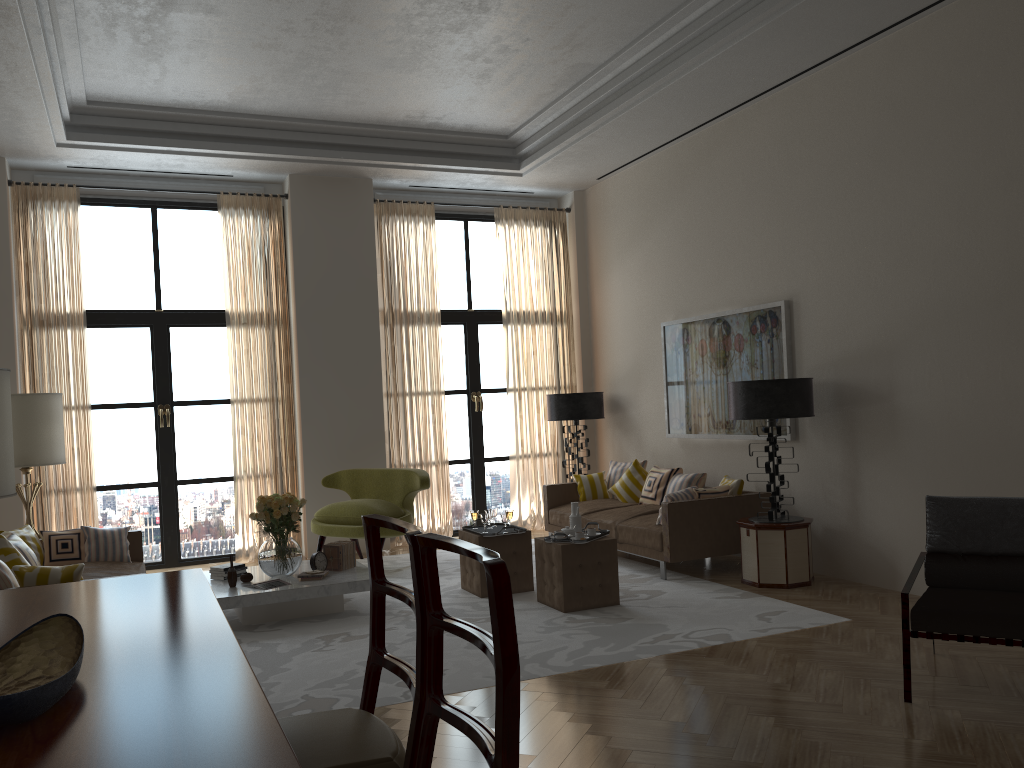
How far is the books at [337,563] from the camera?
8.67m

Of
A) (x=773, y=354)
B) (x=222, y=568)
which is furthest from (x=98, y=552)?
(x=773, y=354)

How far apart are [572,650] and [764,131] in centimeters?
607cm

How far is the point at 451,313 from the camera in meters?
13.1

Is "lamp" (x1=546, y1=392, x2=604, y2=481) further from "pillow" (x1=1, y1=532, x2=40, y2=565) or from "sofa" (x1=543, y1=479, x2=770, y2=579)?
"pillow" (x1=1, y1=532, x2=40, y2=565)

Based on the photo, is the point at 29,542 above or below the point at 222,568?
above

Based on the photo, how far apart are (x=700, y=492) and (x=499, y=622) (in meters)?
7.46

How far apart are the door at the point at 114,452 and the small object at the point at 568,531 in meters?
5.5 m

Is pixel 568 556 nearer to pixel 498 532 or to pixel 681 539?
pixel 498 532

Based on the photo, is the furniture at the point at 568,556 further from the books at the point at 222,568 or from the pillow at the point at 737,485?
the books at the point at 222,568
